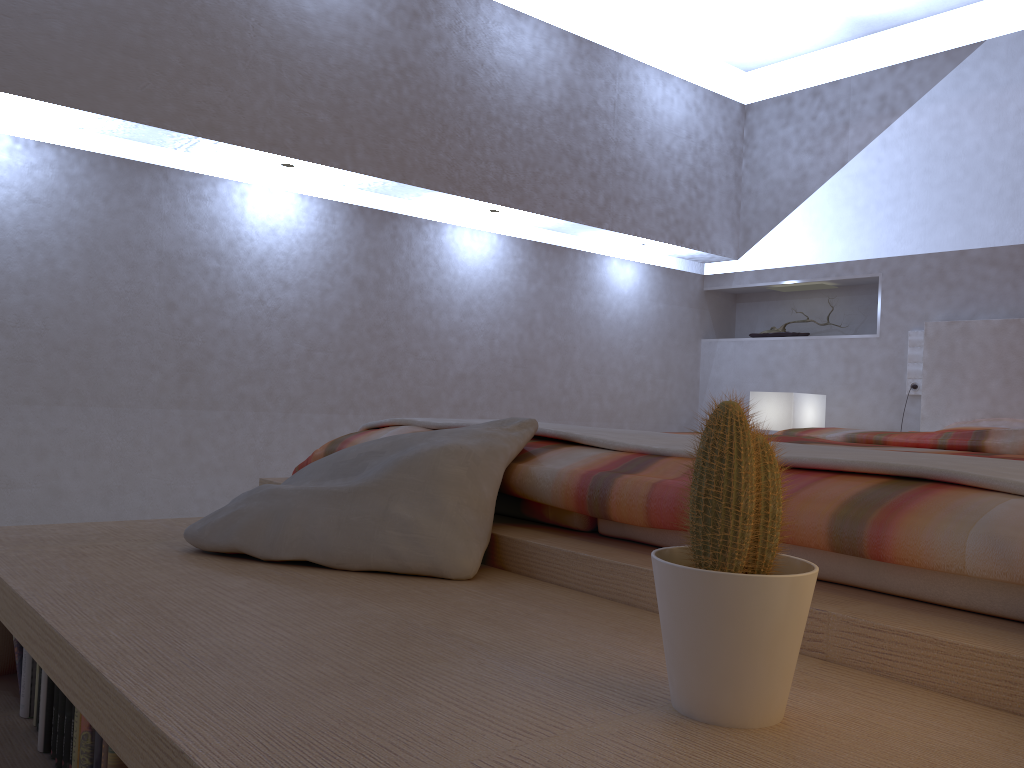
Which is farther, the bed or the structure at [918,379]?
the structure at [918,379]

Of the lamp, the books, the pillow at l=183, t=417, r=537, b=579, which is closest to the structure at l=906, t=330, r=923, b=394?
the lamp

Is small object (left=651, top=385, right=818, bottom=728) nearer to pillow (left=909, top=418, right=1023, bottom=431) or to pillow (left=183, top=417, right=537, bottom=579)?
pillow (left=183, top=417, right=537, bottom=579)

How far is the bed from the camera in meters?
0.9 m

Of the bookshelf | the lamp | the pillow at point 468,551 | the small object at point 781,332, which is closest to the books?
the bookshelf

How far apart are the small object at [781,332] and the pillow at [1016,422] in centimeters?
107cm

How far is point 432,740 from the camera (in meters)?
0.68

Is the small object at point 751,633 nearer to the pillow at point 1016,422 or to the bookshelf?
the bookshelf

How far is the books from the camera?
1.1m

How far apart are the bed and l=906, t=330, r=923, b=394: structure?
0.1m
